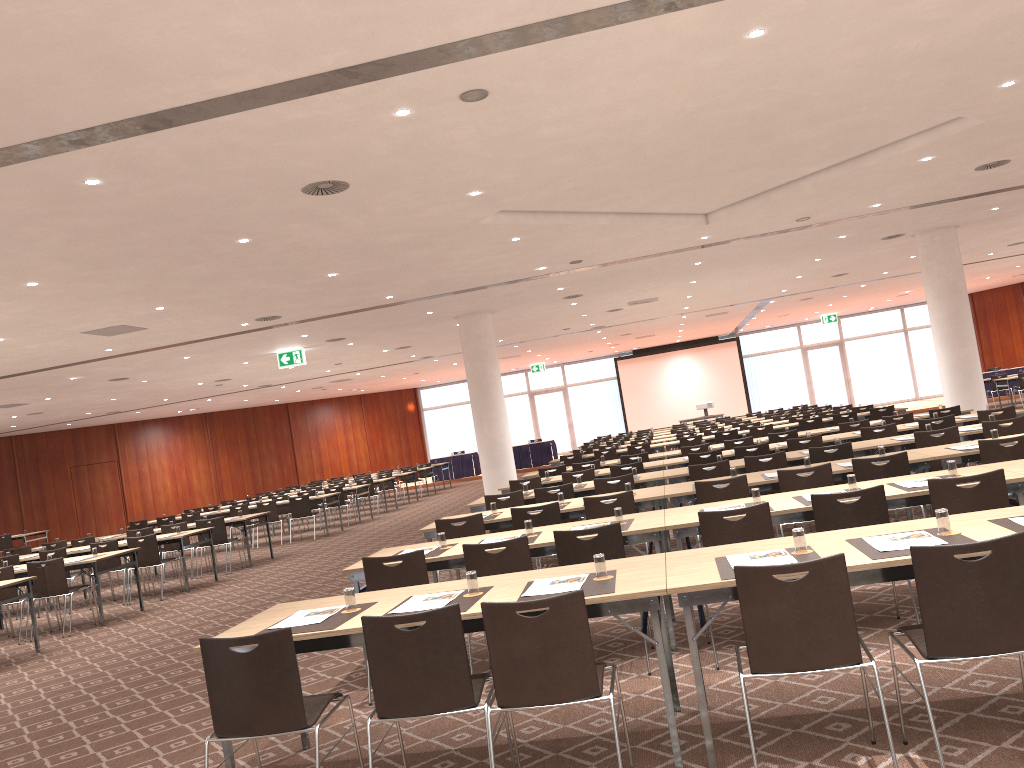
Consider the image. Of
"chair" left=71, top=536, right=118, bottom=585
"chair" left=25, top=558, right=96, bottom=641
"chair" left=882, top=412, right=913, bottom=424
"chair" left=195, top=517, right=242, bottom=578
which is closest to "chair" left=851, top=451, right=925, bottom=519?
"chair" left=882, top=412, right=913, bottom=424

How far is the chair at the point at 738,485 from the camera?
7.41m

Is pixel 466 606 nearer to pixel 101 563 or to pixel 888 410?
pixel 101 563

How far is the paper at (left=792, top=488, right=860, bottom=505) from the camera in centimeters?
593cm

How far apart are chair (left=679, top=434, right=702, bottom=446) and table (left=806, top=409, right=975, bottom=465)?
3.6 meters

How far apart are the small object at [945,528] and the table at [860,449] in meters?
5.6 m

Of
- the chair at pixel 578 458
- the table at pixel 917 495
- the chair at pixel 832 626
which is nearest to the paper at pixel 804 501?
the table at pixel 917 495

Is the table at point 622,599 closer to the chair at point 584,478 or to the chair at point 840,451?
the chair at point 840,451

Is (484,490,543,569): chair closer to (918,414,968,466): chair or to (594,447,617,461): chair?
(918,414,968,466): chair

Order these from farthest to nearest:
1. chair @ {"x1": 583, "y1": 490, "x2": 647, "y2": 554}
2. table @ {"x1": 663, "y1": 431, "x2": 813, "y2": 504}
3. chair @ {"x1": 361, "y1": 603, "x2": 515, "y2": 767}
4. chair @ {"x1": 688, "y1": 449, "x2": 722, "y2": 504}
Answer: table @ {"x1": 663, "y1": 431, "x2": 813, "y2": 504} → chair @ {"x1": 688, "y1": 449, "x2": 722, "y2": 504} → chair @ {"x1": 583, "y1": 490, "x2": 647, "y2": 554} → chair @ {"x1": 361, "y1": 603, "x2": 515, "y2": 767}
